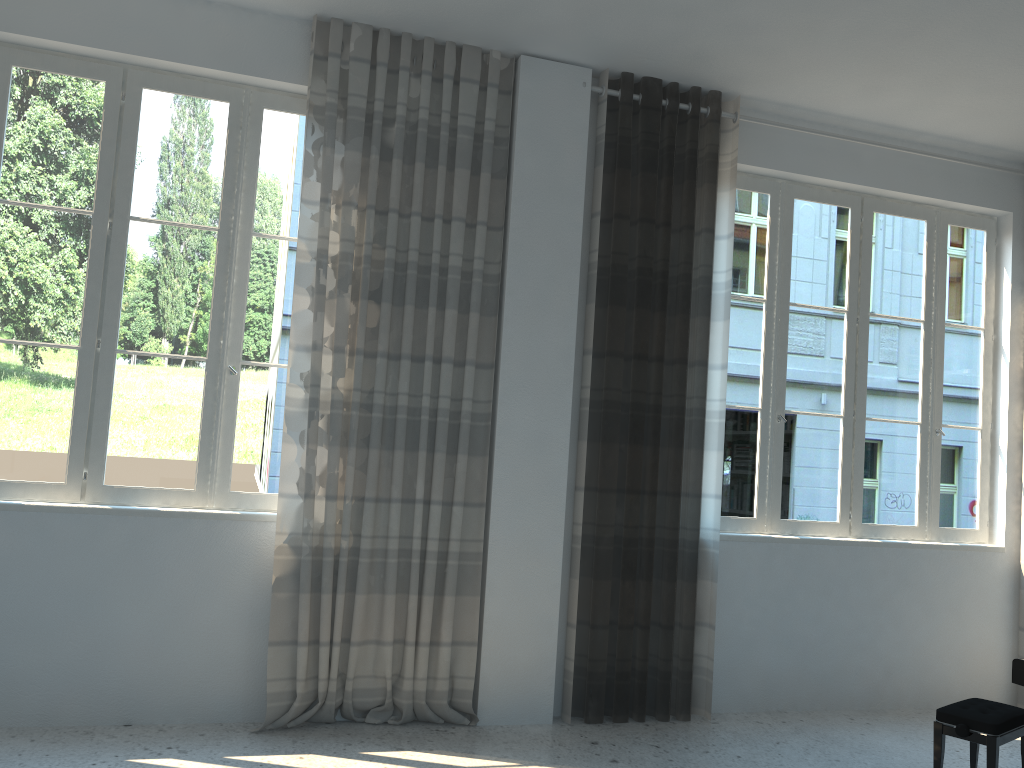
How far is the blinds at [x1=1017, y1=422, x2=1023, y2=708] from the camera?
5.06m

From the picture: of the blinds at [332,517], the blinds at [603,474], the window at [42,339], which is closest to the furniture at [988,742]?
the blinds at [603,474]

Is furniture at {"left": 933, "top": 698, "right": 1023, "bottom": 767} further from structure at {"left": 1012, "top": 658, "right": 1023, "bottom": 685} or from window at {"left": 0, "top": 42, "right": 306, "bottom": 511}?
window at {"left": 0, "top": 42, "right": 306, "bottom": 511}

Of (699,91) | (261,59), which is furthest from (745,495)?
(261,59)

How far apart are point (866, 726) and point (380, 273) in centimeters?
334cm

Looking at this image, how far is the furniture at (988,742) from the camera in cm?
343

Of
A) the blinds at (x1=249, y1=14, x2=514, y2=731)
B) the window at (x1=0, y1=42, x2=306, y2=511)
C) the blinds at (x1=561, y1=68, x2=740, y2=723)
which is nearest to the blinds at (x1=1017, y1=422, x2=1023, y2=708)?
the blinds at (x1=561, y1=68, x2=740, y2=723)

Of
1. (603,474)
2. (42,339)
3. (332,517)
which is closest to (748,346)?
(603,474)

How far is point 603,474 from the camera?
4.3m

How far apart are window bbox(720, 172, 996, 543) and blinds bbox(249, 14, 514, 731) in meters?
1.4
